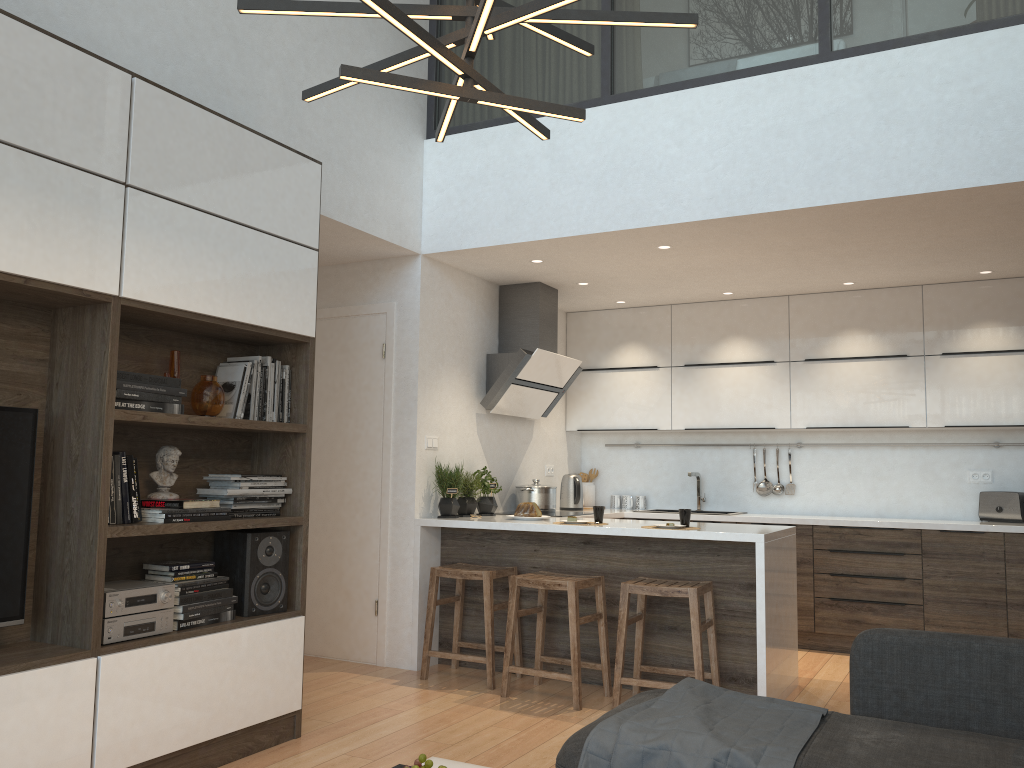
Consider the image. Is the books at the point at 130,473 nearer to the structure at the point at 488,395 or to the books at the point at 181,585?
the books at the point at 181,585

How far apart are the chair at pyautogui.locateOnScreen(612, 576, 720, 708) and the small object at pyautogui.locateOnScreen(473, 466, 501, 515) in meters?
1.3 m

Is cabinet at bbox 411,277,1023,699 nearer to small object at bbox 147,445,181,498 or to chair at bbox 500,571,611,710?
chair at bbox 500,571,611,710

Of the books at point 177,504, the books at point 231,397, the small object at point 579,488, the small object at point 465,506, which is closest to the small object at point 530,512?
the small object at point 465,506

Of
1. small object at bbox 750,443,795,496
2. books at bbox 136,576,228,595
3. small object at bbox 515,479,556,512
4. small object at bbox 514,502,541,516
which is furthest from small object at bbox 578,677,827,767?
small object at bbox 750,443,795,496

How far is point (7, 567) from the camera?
2.8 meters

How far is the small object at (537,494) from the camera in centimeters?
598cm

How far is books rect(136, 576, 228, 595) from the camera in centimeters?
328cm

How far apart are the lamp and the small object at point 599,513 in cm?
273

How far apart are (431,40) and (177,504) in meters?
2.1 m
